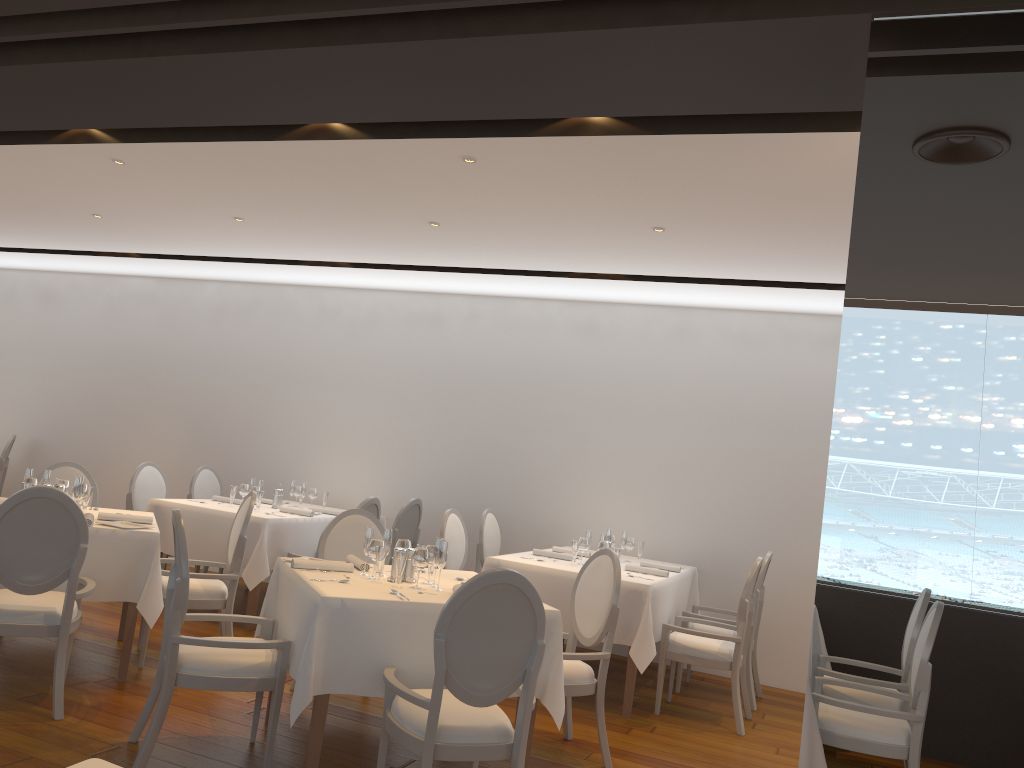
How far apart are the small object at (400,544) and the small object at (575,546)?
2.0 meters

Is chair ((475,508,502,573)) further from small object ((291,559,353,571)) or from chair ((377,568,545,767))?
chair ((377,568,545,767))

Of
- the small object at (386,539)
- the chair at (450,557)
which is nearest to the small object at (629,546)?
the chair at (450,557)

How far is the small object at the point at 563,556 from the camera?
6.4m

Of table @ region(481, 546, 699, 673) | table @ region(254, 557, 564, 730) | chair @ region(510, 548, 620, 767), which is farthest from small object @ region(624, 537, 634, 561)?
table @ region(254, 557, 564, 730)

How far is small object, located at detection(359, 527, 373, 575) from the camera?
4.38m

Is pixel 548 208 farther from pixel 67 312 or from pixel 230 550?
pixel 67 312

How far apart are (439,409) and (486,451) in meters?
0.6

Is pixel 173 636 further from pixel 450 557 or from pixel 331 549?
pixel 450 557

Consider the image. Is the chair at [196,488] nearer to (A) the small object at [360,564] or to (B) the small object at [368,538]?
(A) the small object at [360,564]
